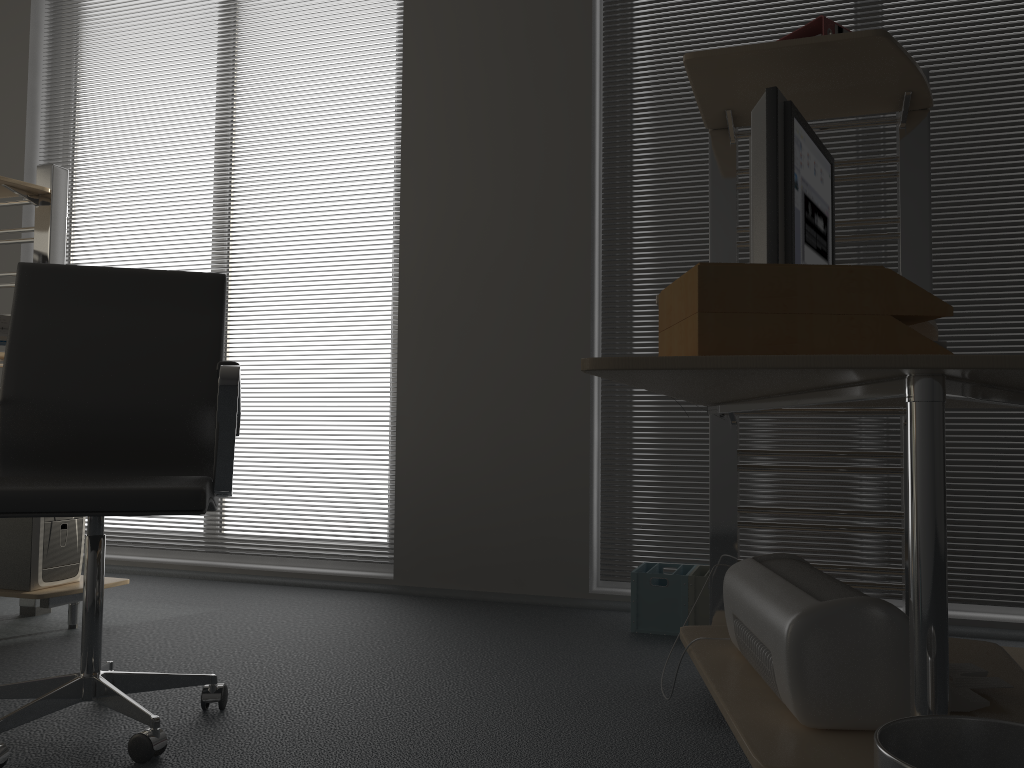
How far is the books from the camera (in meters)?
1.90

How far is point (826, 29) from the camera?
1.9m

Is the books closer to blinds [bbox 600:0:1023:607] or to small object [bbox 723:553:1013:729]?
small object [bbox 723:553:1013:729]

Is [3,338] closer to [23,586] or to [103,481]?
[23,586]

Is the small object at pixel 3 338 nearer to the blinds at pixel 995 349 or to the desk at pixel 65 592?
the desk at pixel 65 592

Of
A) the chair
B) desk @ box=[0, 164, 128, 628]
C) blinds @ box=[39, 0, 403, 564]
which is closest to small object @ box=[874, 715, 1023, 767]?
the chair

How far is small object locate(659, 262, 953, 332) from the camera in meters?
1.1 m

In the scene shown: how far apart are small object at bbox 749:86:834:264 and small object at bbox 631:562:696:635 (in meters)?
1.20

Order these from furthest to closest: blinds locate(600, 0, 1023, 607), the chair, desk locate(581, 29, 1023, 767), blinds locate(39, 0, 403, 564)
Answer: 1. blinds locate(39, 0, 403, 564)
2. blinds locate(600, 0, 1023, 607)
3. the chair
4. desk locate(581, 29, 1023, 767)

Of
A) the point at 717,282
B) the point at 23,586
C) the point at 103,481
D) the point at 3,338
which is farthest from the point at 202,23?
the point at 717,282
